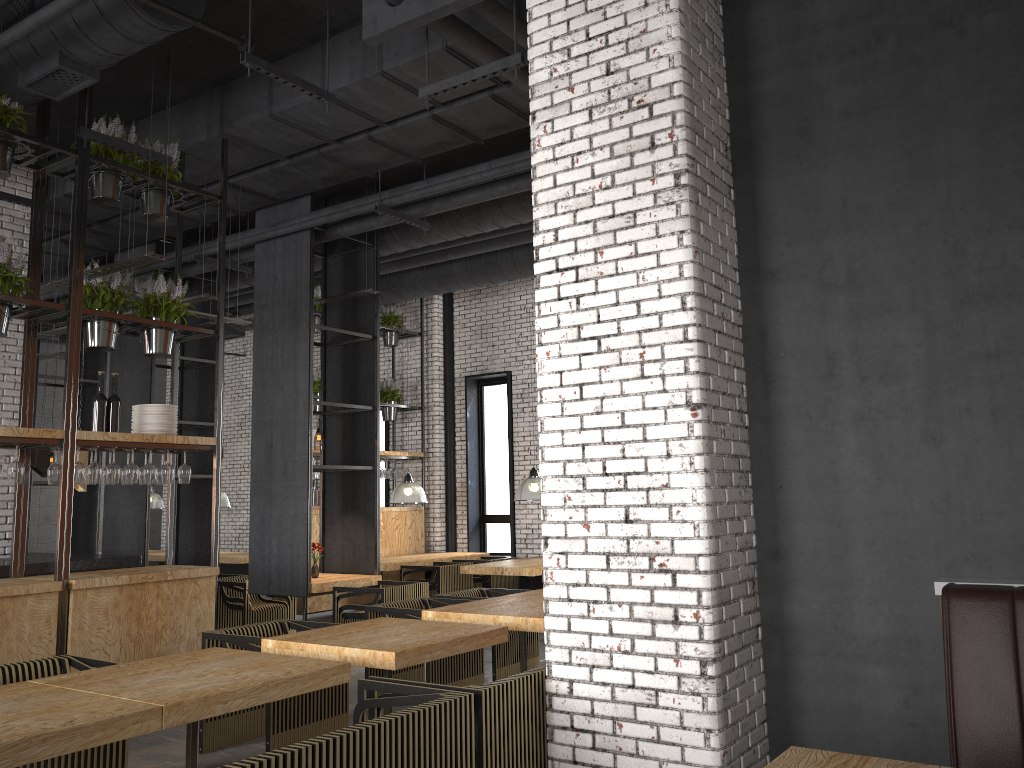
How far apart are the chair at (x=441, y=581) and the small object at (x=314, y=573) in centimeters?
202cm

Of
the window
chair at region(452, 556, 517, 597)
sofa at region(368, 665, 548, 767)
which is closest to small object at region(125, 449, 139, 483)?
sofa at region(368, 665, 548, 767)

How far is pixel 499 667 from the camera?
7.1 meters

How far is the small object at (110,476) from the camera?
6.3 meters

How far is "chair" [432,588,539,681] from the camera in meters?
7.1 m

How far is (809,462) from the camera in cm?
398

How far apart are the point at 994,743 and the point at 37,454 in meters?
8.2

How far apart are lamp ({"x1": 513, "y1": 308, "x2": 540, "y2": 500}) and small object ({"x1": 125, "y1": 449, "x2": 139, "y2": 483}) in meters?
5.1

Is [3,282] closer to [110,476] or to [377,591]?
[110,476]

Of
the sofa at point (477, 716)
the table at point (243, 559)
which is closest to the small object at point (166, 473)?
the sofa at point (477, 716)
